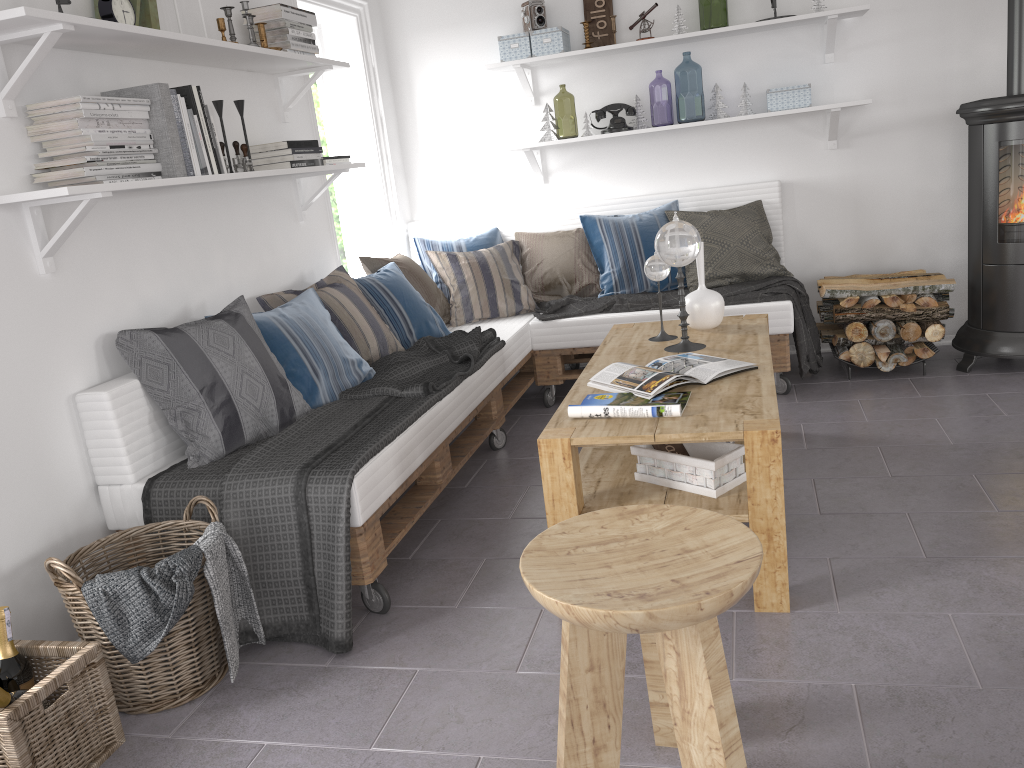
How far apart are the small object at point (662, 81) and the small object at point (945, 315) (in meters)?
3.32

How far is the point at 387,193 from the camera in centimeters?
481cm

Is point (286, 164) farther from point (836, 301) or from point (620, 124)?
point (836, 301)

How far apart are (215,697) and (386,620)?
0.5m

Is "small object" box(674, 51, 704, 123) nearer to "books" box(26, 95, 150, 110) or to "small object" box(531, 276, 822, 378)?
"small object" box(531, 276, 822, 378)

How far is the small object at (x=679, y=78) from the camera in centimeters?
1009cm

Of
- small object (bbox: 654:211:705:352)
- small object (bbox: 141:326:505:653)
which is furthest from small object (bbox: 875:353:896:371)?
small object (bbox: 141:326:505:653)

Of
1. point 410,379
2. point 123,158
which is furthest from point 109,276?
point 410,379

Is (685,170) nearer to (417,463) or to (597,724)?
(417,463)

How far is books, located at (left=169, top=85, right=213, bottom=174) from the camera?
2.7 meters
